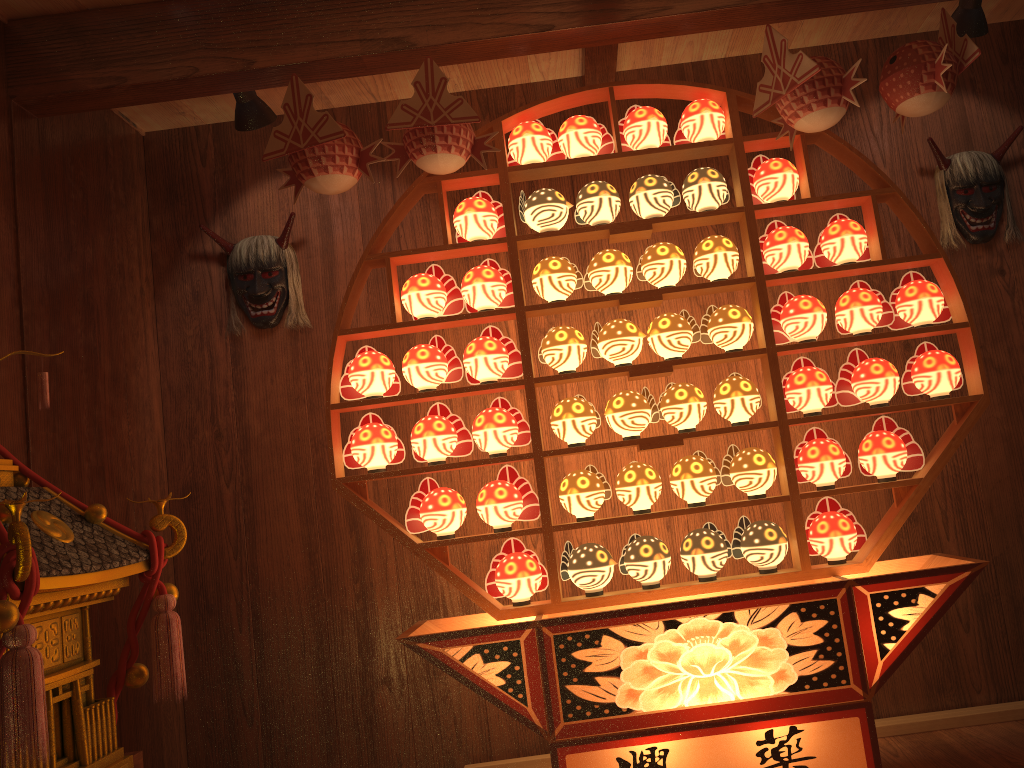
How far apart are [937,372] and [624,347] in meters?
0.9

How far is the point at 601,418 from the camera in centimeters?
323cm

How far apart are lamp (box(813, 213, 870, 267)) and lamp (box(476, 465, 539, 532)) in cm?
114

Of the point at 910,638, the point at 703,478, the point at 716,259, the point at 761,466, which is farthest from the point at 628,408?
the point at 910,638

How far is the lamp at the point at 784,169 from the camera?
2.6 meters

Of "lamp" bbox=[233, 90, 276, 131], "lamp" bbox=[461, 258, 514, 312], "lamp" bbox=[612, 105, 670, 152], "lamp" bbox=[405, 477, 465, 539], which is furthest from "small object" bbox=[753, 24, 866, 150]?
"lamp" bbox=[233, 90, 276, 131]

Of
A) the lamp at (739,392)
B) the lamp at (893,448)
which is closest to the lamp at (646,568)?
the lamp at (739,392)

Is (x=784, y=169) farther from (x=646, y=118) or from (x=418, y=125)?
(x=418, y=125)

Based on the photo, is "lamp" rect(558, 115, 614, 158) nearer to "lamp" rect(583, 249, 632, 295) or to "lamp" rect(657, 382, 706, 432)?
"lamp" rect(583, 249, 632, 295)

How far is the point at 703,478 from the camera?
2.6 meters
